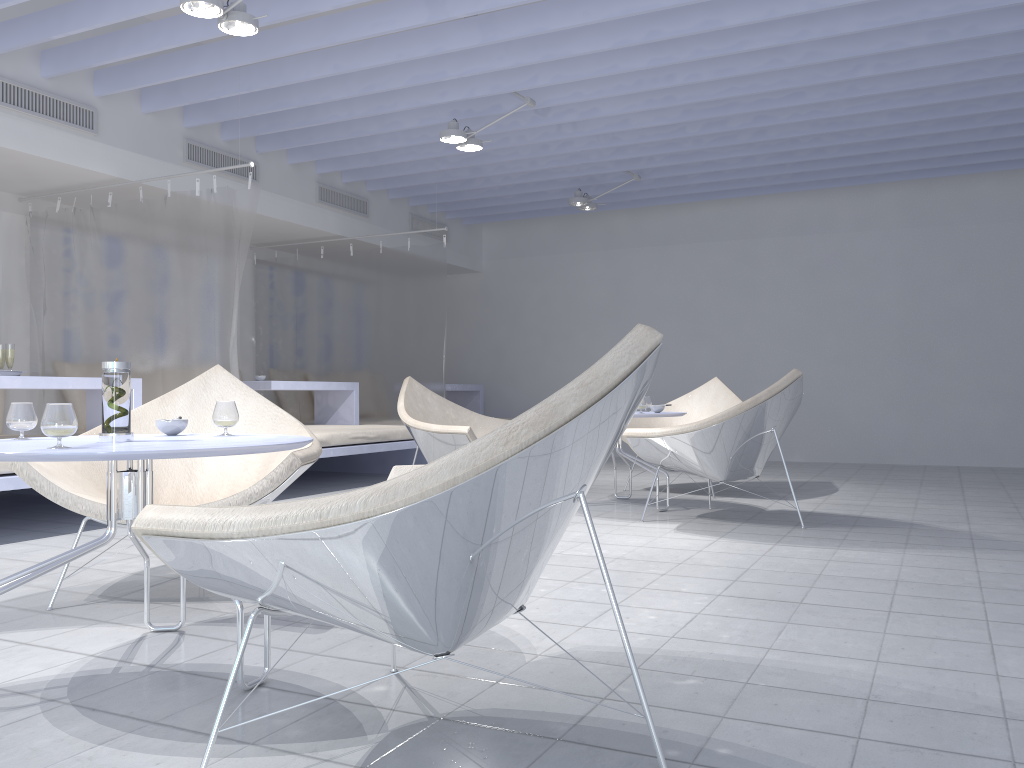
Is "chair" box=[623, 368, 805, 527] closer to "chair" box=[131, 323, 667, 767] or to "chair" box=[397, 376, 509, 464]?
"chair" box=[397, 376, 509, 464]

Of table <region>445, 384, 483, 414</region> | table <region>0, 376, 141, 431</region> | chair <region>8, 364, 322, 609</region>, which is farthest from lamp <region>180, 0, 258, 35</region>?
table <region>445, 384, 483, 414</region>

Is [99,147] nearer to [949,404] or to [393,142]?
[393,142]

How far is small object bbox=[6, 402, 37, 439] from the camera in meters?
2.1 m

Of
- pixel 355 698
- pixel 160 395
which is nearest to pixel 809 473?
pixel 160 395

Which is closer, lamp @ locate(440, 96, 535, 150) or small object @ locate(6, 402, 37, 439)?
small object @ locate(6, 402, 37, 439)

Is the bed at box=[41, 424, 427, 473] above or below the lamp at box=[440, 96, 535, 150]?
below

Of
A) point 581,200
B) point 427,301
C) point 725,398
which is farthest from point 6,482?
point 581,200

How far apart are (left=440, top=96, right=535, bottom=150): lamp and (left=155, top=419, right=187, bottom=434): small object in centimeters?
354cm

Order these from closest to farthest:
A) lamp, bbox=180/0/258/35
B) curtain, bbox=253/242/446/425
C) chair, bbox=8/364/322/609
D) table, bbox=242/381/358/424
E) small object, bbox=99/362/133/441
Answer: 1. small object, bbox=99/362/133/441
2. chair, bbox=8/364/322/609
3. lamp, bbox=180/0/258/35
4. table, bbox=242/381/358/424
5. curtain, bbox=253/242/446/425
